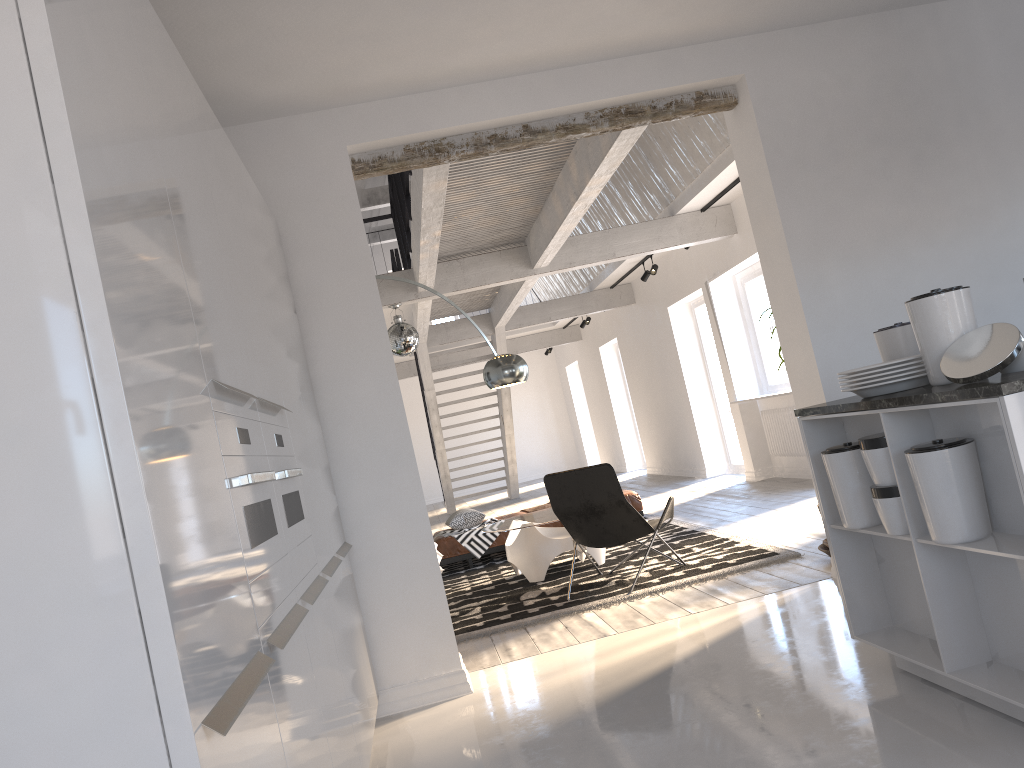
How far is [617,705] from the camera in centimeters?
355cm

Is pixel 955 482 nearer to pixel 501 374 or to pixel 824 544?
pixel 824 544

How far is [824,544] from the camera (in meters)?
5.23

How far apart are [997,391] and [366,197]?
15.0 meters

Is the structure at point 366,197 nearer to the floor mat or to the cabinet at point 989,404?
the floor mat

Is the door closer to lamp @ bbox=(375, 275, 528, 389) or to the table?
the table

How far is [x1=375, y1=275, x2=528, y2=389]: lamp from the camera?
6.0 meters

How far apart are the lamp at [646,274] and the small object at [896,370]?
8.28m

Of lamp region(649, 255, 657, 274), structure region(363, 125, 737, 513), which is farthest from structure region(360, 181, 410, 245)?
lamp region(649, 255, 657, 274)

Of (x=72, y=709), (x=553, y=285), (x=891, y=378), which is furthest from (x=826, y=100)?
(x=553, y=285)
